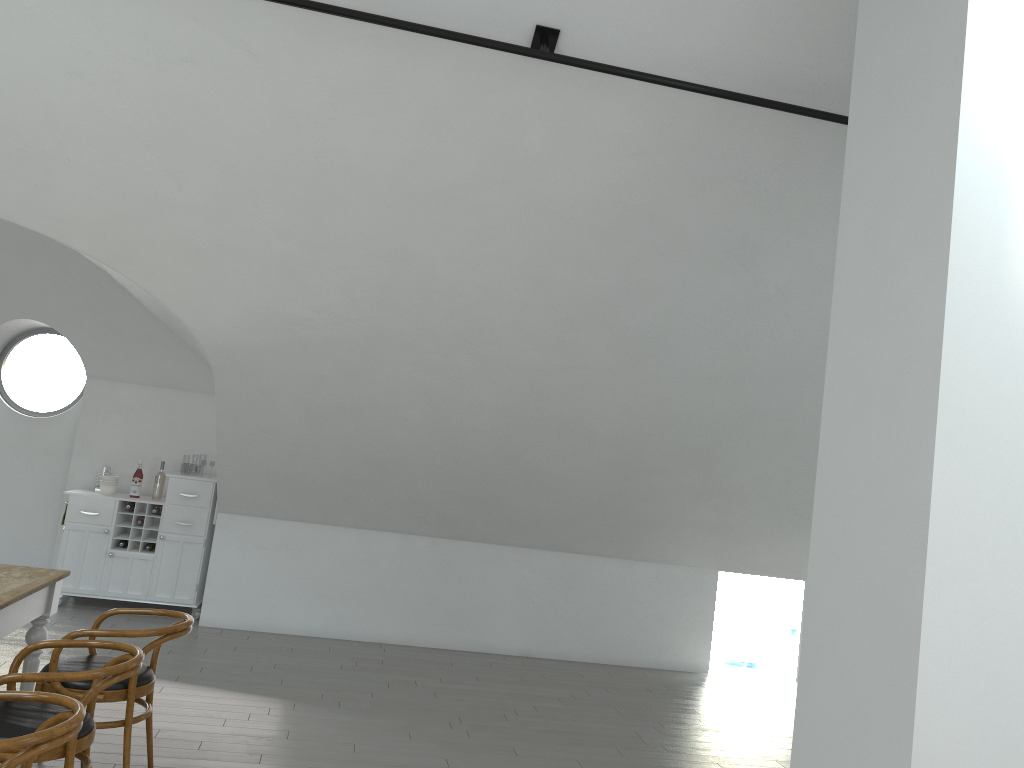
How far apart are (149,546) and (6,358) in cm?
2688

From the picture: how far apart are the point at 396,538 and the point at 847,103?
4.9m

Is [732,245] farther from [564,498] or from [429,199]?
[564,498]

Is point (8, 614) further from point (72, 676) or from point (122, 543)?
point (122, 543)

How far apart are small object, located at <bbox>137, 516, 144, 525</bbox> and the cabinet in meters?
0.0

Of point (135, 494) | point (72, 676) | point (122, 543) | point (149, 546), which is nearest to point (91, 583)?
point (122, 543)

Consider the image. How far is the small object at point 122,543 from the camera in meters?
7.3

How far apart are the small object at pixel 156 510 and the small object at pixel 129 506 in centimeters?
20cm

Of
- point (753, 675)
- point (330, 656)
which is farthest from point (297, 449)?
point (753, 675)

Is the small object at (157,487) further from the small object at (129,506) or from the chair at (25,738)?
the chair at (25,738)
